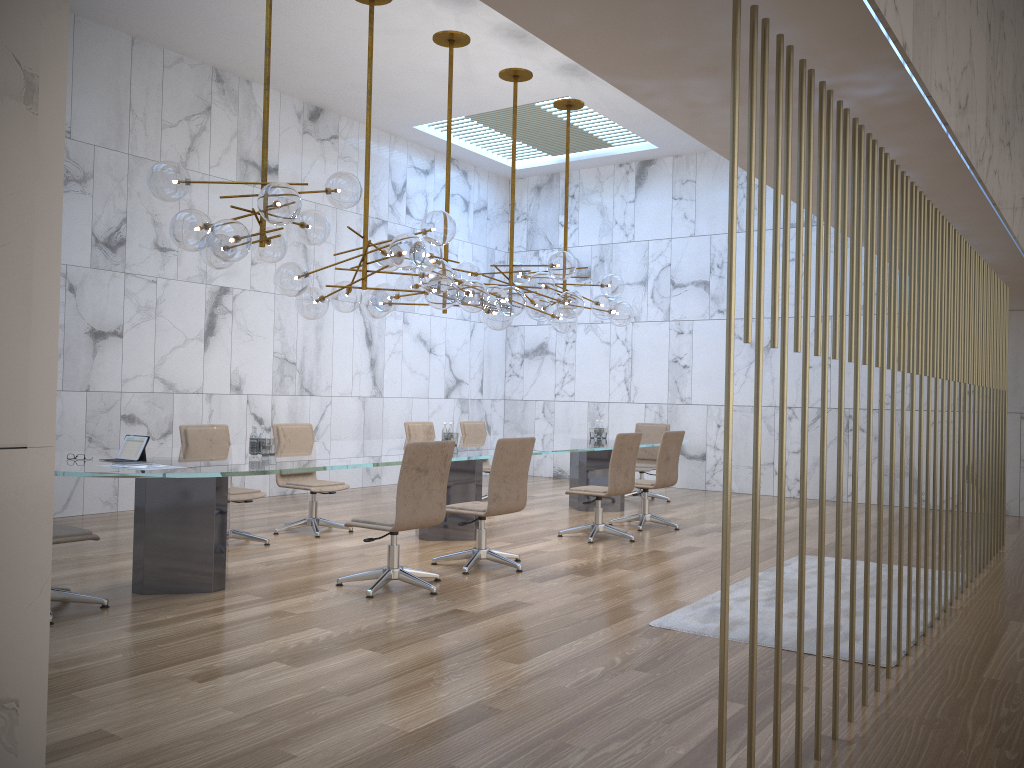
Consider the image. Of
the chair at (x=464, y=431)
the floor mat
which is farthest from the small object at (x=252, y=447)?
the chair at (x=464, y=431)

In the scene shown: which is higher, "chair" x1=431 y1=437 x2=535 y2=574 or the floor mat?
"chair" x1=431 y1=437 x2=535 y2=574

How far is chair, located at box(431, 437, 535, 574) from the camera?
6.5 meters

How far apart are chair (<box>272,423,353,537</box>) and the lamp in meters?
1.3 m

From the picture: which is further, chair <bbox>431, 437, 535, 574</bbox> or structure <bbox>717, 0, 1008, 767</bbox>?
chair <bbox>431, 437, 535, 574</bbox>

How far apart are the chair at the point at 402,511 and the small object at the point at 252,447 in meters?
1.0 m

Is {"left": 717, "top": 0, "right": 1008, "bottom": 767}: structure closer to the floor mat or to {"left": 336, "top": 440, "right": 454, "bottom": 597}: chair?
the floor mat

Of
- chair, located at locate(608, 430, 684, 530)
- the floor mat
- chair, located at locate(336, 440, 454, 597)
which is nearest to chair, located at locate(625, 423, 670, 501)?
chair, located at locate(608, 430, 684, 530)

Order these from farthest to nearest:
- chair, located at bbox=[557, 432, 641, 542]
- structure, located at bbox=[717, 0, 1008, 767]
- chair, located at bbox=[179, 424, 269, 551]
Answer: chair, located at bbox=[557, 432, 641, 542]
chair, located at bbox=[179, 424, 269, 551]
structure, located at bbox=[717, 0, 1008, 767]

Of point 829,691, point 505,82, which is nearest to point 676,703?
point 829,691
